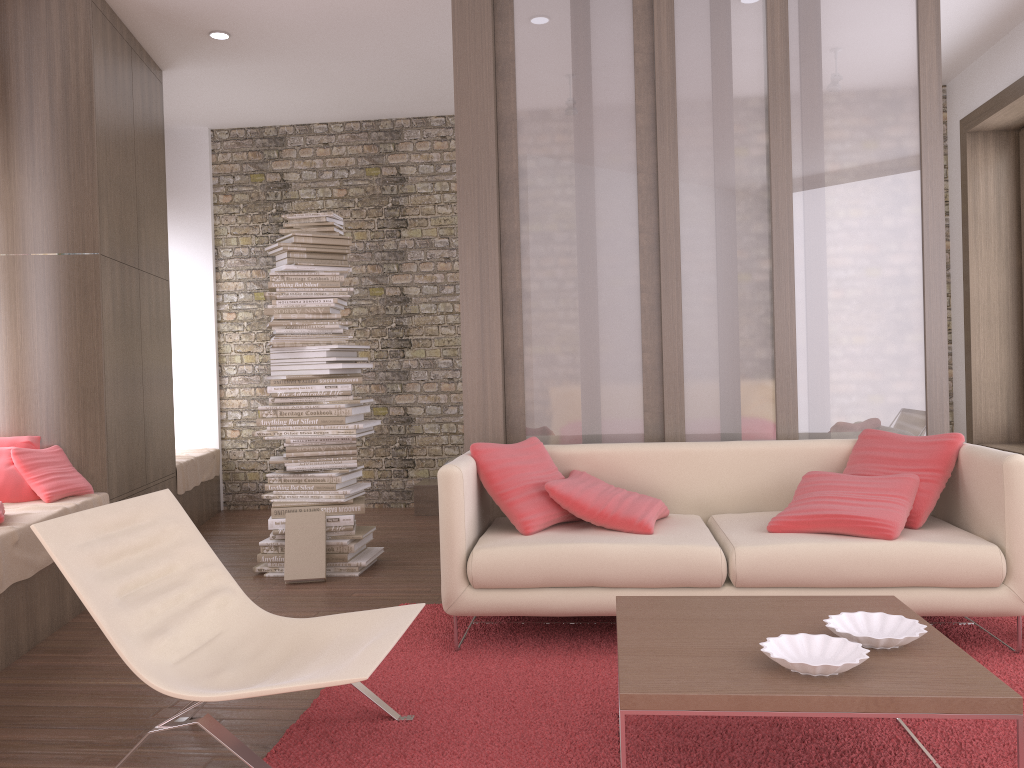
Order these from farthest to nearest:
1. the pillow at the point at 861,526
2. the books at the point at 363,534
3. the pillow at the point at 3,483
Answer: the books at the point at 363,534
the pillow at the point at 3,483
the pillow at the point at 861,526

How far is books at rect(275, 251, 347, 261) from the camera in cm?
509

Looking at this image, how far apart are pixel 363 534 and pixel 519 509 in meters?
1.7

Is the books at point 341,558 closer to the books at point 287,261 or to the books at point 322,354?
the books at point 322,354

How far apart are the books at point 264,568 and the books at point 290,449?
0.7 meters

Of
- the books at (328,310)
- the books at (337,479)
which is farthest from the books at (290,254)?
the books at (337,479)

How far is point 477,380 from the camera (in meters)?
4.45

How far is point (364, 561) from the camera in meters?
5.0

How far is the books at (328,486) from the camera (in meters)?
5.02

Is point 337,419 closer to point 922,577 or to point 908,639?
point 922,577
